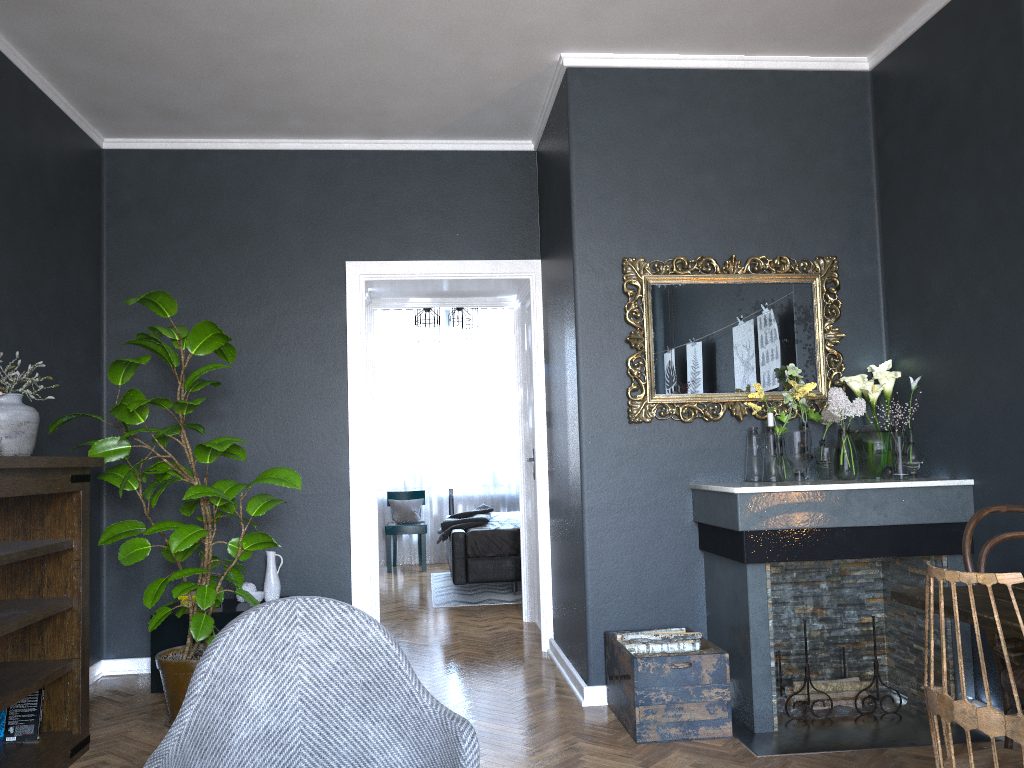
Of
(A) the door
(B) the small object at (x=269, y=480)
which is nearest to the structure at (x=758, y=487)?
(B) the small object at (x=269, y=480)

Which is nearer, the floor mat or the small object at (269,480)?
Result: the small object at (269,480)

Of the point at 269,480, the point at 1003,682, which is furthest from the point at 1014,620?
the point at 269,480

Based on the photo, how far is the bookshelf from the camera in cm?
311

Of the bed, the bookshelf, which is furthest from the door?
the bookshelf

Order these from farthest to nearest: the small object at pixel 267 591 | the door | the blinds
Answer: the blinds → the door → the small object at pixel 267 591

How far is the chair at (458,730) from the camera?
1.8 meters

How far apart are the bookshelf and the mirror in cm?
228

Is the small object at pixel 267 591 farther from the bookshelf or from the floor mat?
the floor mat

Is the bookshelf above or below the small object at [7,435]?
below
